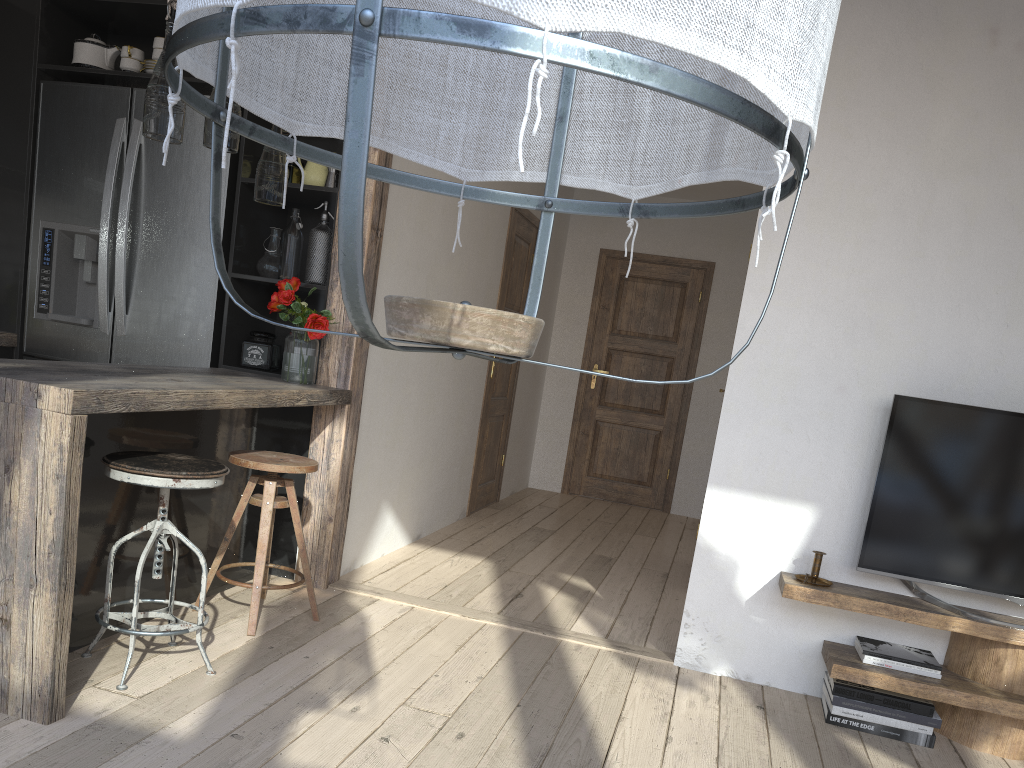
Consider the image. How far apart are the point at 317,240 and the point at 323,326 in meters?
0.4

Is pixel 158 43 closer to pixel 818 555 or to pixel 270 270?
pixel 270 270

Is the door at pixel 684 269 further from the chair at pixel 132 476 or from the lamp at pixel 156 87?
the lamp at pixel 156 87

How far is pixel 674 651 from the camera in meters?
3.5

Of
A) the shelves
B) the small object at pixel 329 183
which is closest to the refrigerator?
the small object at pixel 329 183

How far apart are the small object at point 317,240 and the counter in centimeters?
47cm

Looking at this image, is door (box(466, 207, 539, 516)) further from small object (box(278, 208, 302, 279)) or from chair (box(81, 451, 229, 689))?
chair (box(81, 451, 229, 689))

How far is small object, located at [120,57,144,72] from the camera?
3.9m

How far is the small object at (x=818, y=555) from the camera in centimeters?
310cm

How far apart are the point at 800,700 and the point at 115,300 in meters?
3.2
